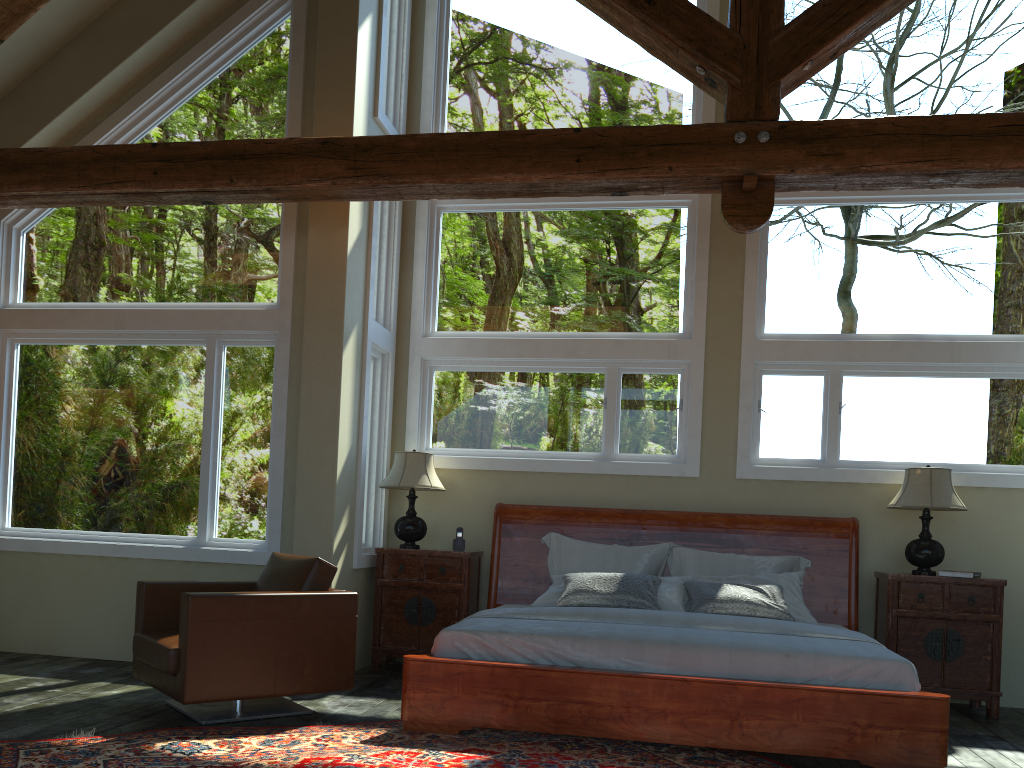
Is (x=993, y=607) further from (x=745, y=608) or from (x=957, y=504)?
(x=745, y=608)

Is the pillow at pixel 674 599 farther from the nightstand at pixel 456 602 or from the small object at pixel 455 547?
the small object at pixel 455 547

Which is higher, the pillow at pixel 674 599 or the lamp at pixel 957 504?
the lamp at pixel 957 504

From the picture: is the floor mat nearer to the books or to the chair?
the chair

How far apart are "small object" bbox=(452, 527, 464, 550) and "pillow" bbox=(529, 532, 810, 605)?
0.6m

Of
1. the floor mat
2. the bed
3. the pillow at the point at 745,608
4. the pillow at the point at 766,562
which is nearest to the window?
the bed

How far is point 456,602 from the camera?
6.5m

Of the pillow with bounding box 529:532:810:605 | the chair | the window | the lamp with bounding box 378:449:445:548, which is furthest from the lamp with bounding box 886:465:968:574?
the chair

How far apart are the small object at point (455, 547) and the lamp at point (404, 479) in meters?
0.3 m

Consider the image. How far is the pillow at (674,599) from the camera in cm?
578
